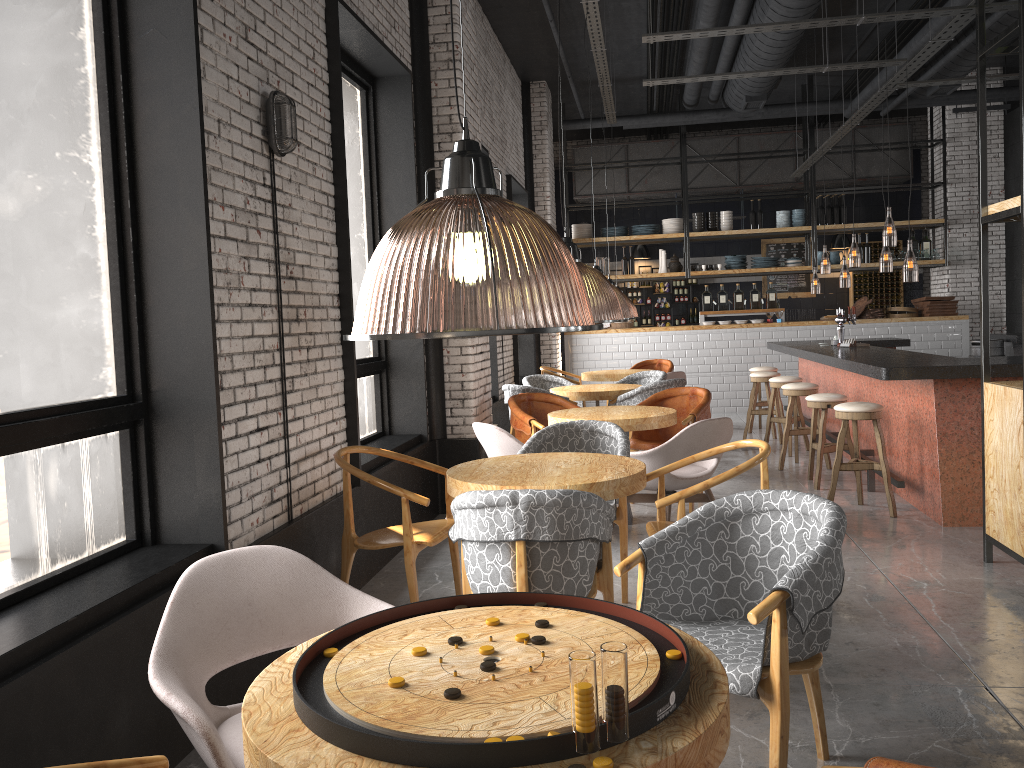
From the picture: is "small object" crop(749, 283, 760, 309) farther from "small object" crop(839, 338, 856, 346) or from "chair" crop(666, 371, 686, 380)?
"small object" crop(839, 338, 856, 346)

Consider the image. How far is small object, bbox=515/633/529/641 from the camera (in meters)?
1.86

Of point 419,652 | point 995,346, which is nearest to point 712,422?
point 419,652

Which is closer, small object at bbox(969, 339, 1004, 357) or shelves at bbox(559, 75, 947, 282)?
small object at bbox(969, 339, 1004, 357)

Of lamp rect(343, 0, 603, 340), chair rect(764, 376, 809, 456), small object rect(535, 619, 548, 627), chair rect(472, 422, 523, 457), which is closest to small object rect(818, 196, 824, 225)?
lamp rect(343, 0, 603, 340)

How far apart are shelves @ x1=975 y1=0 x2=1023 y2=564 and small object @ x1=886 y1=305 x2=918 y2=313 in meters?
8.5

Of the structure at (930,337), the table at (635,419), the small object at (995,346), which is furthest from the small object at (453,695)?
the structure at (930,337)

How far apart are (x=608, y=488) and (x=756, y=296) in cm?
1040

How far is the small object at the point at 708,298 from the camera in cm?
1360

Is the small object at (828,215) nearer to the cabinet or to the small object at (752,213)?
the small object at (752,213)
